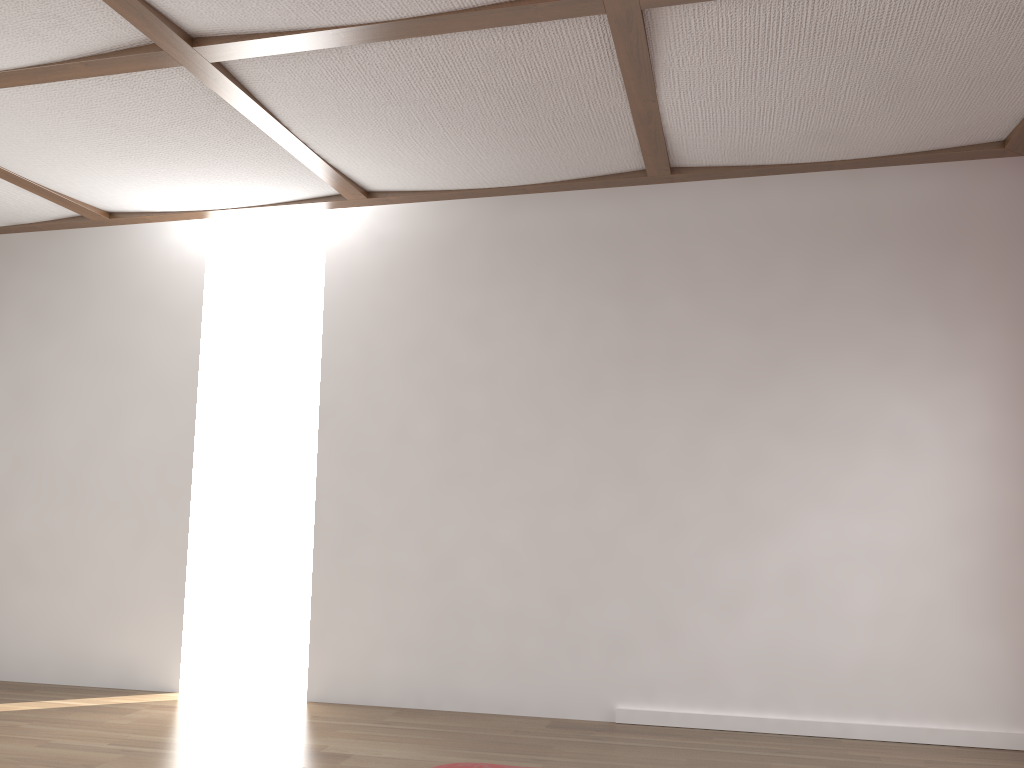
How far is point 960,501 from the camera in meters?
3.7 m
